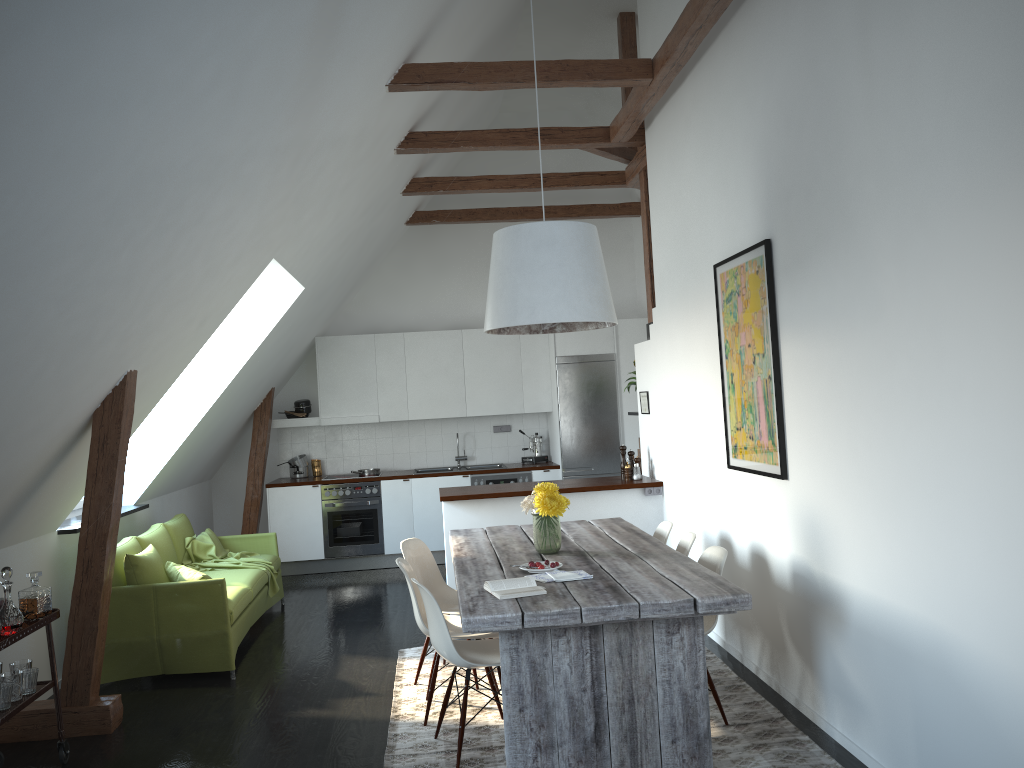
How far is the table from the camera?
3.4 meters

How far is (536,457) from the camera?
9.4m

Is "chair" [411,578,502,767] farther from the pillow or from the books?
the pillow

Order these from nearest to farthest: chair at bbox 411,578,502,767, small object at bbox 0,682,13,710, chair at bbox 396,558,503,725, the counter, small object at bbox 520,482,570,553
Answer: small object at bbox 0,682,13,710 < chair at bbox 411,578,502,767 < chair at bbox 396,558,503,725 < small object at bbox 520,482,570,553 < the counter

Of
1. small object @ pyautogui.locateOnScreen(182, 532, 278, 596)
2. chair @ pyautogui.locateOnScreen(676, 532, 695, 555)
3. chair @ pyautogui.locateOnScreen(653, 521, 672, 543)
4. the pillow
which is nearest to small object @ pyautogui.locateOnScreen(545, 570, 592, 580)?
chair @ pyautogui.locateOnScreen(676, 532, 695, 555)

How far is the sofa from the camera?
5.3 meters

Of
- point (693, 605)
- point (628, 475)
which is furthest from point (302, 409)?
point (693, 605)

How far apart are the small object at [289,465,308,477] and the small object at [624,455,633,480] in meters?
3.9

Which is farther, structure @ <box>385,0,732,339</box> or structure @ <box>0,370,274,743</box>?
structure @ <box>385,0,732,339</box>

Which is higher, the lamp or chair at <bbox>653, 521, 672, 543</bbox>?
the lamp
